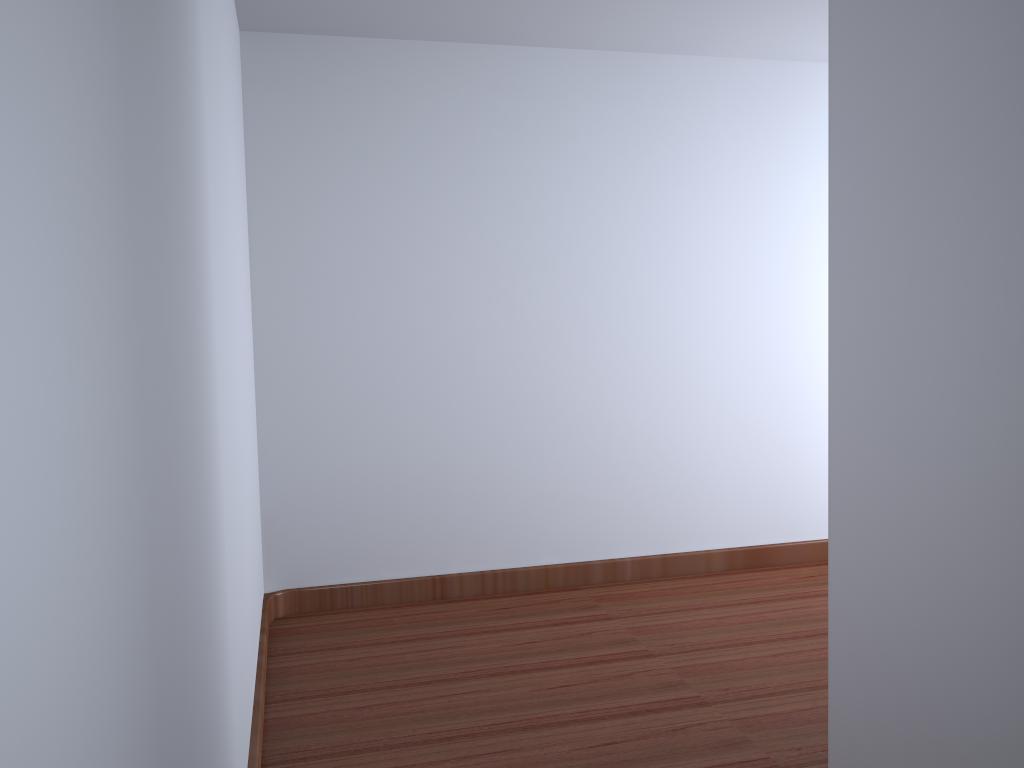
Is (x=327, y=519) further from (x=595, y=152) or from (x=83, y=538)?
(x=83, y=538)
